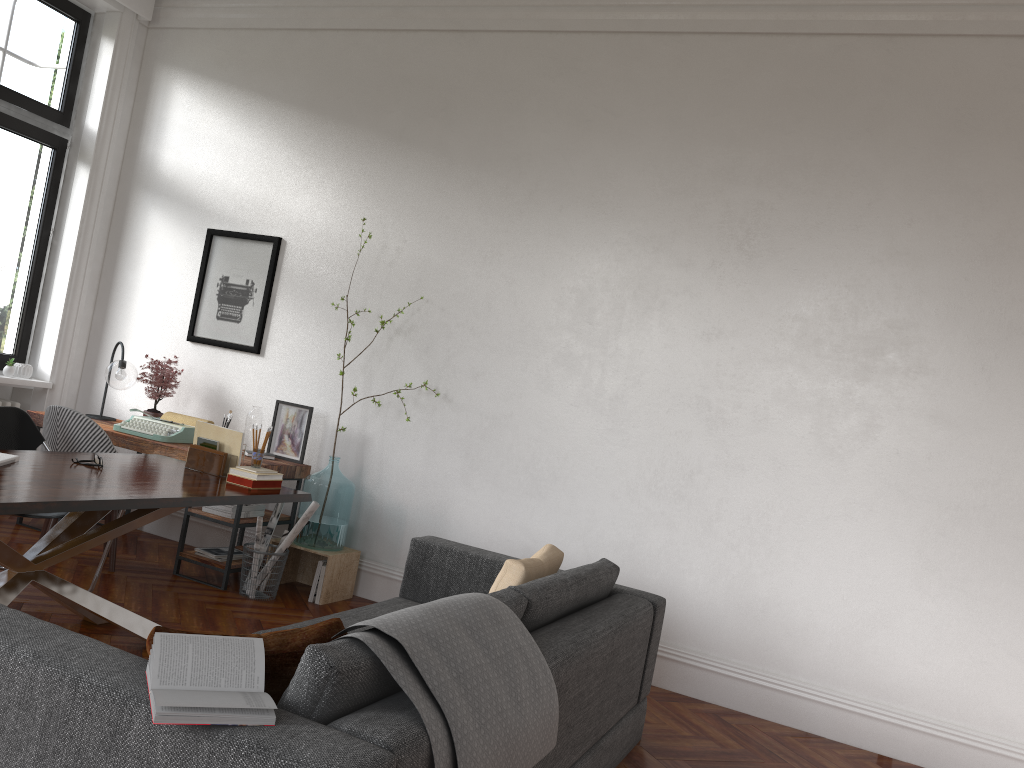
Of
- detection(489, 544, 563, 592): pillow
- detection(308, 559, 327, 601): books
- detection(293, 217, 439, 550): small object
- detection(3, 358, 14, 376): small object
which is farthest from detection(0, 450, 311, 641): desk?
detection(3, 358, 14, 376): small object

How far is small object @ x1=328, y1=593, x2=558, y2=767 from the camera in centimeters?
196cm

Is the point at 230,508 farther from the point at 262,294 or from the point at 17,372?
the point at 17,372

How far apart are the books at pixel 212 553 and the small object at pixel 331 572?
0.23m

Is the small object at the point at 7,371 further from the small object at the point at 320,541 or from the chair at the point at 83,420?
the small object at the point at 320,541

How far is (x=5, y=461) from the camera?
3.5 meters

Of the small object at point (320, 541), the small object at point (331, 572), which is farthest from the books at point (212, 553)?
the small object at point (320, 541)

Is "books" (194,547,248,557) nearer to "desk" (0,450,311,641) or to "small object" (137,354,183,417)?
"desk" (0,450,311,641)

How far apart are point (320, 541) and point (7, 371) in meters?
2.8 m

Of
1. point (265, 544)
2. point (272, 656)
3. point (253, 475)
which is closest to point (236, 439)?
point (253, 475)
